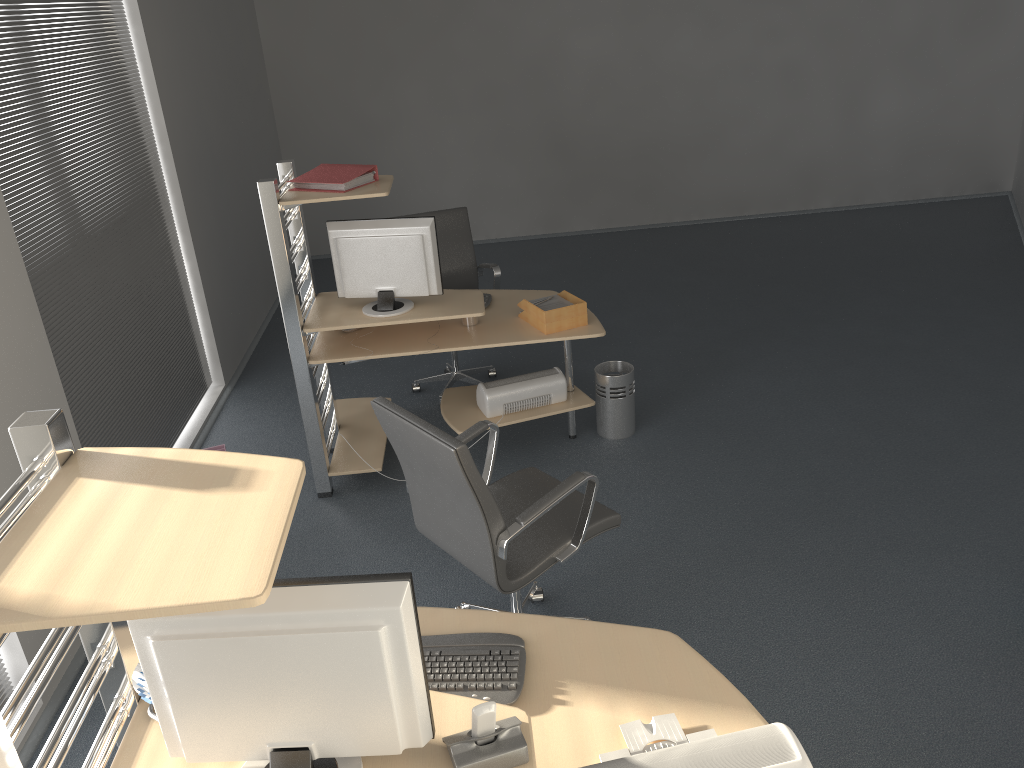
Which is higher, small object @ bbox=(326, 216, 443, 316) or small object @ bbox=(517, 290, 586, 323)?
small object @ bbox=(326, 216, 443, 316)

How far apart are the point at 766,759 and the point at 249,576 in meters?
1.0 m

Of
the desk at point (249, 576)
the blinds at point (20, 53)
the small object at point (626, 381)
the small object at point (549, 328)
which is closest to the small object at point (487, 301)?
the small object at point (549, 328)

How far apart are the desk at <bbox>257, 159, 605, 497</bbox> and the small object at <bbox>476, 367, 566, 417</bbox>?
0.0m

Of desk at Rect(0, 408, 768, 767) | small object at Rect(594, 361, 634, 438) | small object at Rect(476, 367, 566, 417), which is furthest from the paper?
desk at Rect(0, 408, 768, 767)

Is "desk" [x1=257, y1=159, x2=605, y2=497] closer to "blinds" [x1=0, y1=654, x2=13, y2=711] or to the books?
the books

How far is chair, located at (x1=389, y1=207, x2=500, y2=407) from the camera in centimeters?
533cm

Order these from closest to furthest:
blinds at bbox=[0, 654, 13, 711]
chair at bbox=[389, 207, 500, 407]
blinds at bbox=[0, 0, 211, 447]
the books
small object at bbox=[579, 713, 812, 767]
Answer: small object at bbox=[579, 713, 812, 767] < blinds at bbox=[0, 654, 13, 711] < blinds at bbox=[0, 0, 211, 447] < the books < chair at bbox=[389, 207, 500, 407]

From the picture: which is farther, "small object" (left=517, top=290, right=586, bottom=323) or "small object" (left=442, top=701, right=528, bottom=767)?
"small object" (left=517, top=290, right=586, bottom=323)

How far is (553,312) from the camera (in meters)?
4.15
